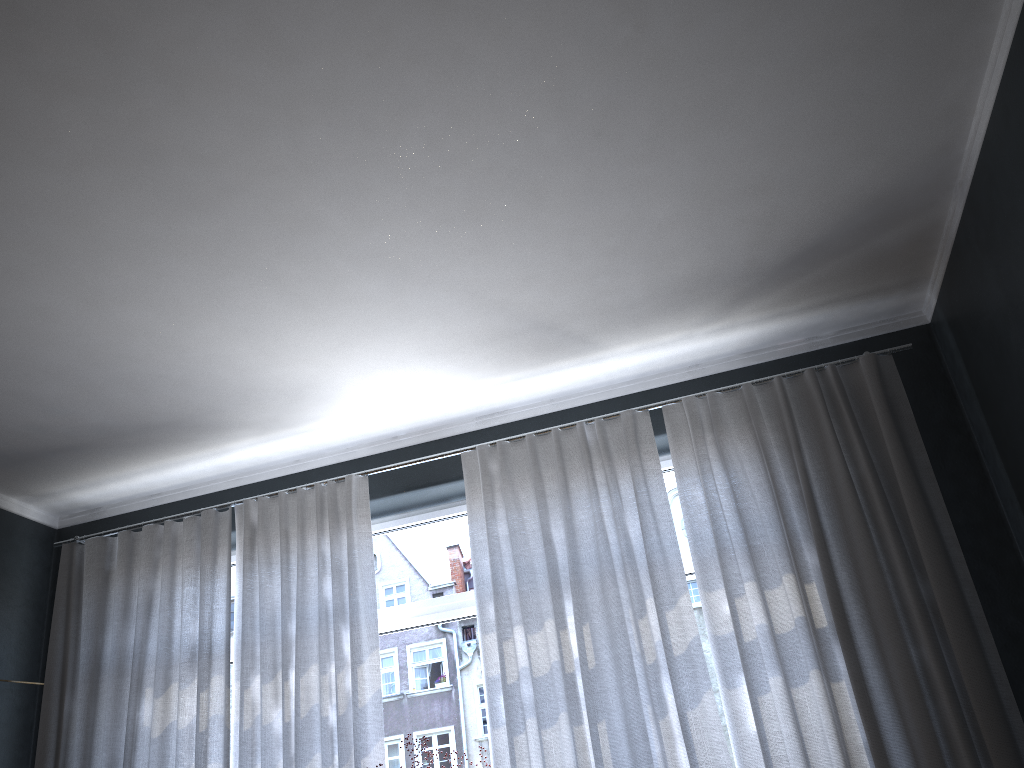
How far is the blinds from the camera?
3.1m

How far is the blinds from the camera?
3.1 meters

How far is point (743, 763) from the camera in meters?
3.1 m
